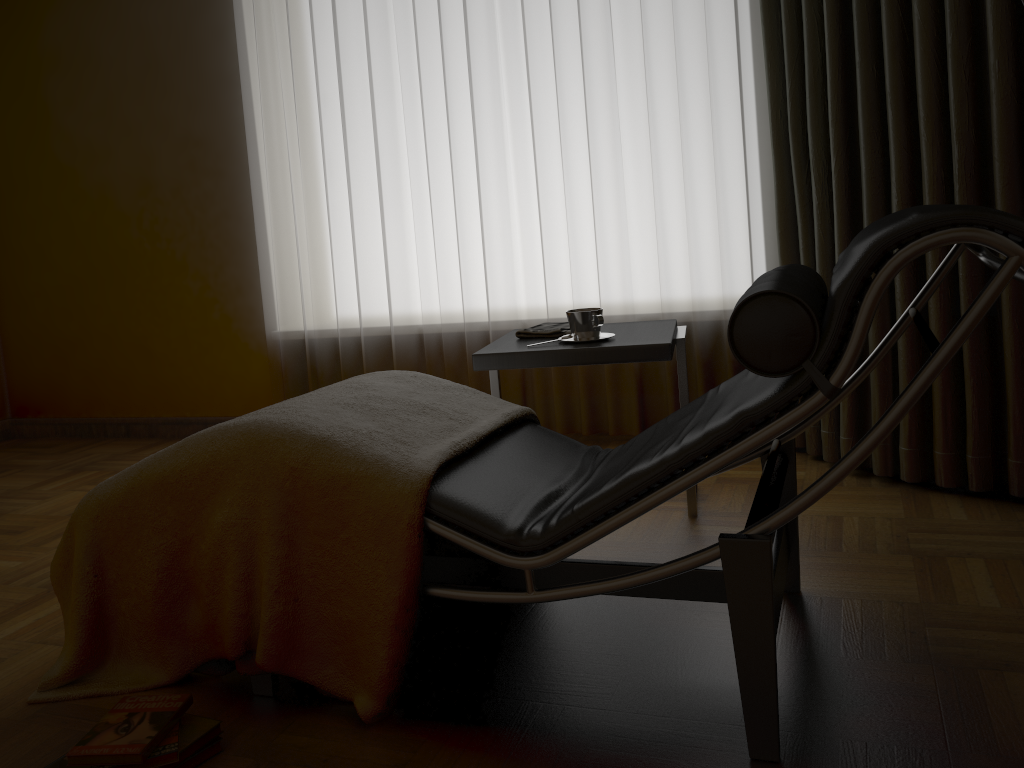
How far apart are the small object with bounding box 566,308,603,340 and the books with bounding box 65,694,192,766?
1.2m

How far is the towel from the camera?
2.4m

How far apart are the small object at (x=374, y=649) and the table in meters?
0.2 m

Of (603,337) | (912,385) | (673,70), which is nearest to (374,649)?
(912,385)

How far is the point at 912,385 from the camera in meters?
1.2

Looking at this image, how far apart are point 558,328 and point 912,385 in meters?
1.3

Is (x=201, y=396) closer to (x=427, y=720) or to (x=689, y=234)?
(x=689, y=234)

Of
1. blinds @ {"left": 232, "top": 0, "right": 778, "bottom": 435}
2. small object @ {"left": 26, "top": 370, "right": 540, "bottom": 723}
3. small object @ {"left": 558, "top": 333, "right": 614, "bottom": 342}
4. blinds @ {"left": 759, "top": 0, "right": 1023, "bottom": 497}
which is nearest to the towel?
small object @ {"left": 558, "top": 333, "right": 614, "bottom": 342}

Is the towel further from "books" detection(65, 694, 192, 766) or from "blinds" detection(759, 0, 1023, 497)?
"books" detection(65, 694, 192, 766)

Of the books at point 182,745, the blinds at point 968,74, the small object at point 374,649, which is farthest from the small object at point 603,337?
the books at point 182,745
